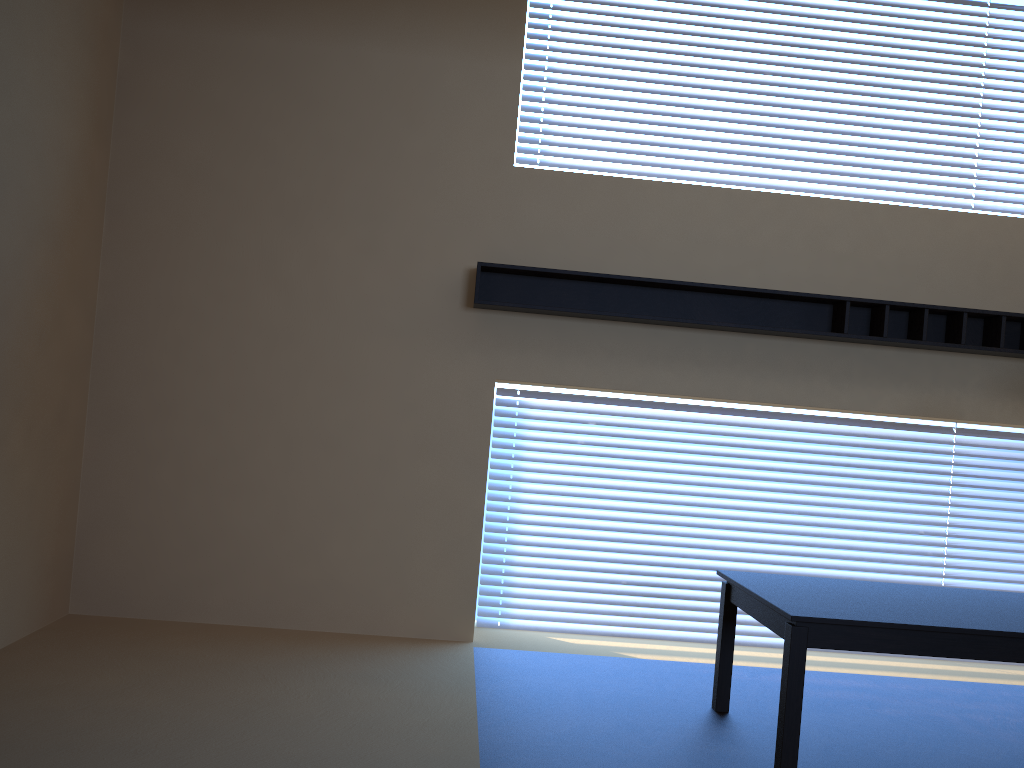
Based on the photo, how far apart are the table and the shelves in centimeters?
134cm

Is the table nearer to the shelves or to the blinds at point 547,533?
the blinds at point 547,533

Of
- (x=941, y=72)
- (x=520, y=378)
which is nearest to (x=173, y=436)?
(x=520, y=378)

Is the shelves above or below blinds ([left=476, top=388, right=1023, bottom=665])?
above

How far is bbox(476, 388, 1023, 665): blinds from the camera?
5.05m

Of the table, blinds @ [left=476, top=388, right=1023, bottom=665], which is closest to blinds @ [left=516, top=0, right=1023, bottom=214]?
blinds @ [left=476, top=388, right=1023, bottom=665]

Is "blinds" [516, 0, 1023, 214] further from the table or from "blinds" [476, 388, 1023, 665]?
the table

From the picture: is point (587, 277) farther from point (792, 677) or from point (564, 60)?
point (792, 677)

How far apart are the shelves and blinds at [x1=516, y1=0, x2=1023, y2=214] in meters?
0.8

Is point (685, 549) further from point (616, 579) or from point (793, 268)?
point (793, 268)
